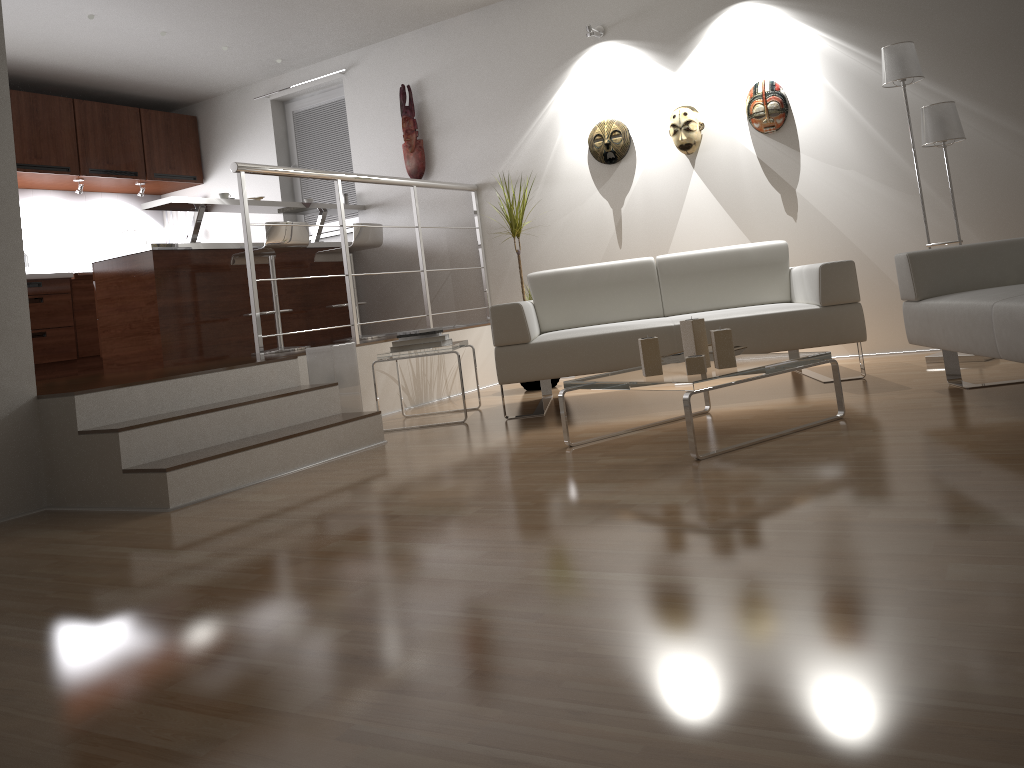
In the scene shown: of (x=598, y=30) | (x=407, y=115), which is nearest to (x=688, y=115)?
(x=598, y=30)

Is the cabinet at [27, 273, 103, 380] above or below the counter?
below

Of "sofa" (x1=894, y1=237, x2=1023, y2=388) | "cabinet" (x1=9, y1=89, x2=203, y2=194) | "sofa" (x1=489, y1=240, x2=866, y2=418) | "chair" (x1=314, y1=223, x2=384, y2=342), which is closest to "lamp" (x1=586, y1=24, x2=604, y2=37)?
"sofa" (x1=489, y1=240, x2=866, y2=418)

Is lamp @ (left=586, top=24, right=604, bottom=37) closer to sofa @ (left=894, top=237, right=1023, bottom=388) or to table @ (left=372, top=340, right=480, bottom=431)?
table @ (left=372, top=340, right=480, bottom=431)

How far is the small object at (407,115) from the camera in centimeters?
658cm

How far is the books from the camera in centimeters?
356cm

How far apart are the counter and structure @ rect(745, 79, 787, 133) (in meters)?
3.13

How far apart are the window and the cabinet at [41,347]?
1.75m

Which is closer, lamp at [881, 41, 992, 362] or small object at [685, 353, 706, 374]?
small object at [685, 353, 706, 374]

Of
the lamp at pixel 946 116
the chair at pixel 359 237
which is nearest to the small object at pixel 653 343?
the lamp at pixel 946 116
